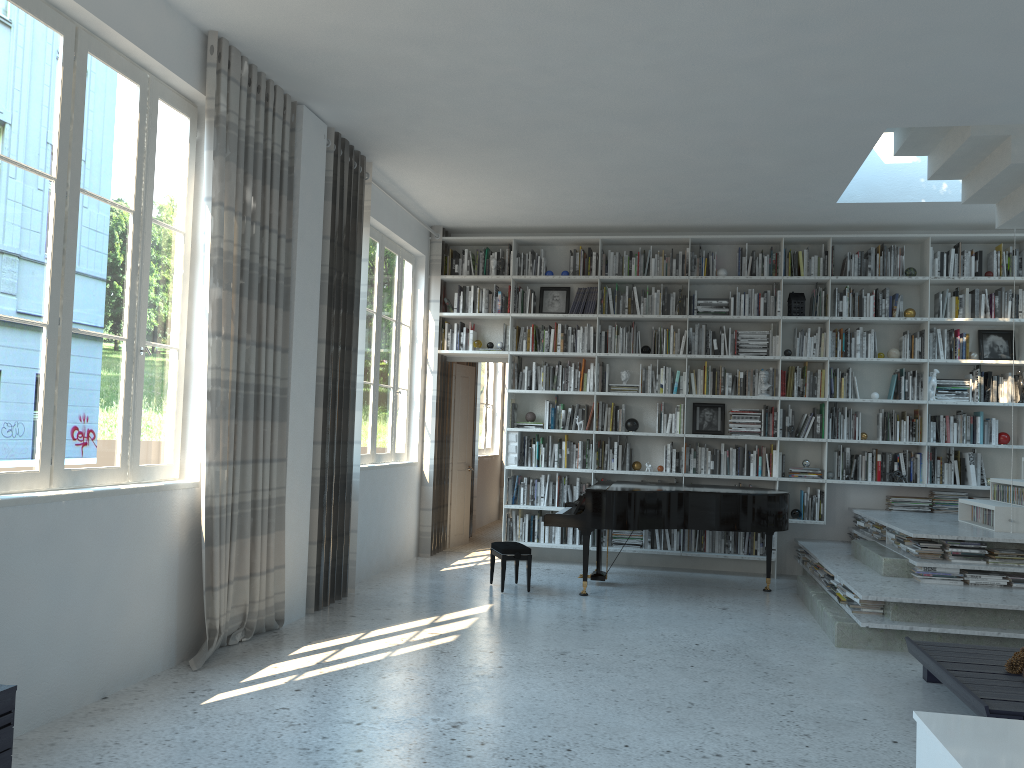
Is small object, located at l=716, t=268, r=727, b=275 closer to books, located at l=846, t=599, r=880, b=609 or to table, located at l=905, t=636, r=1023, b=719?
books, located at l=846, t=599, r=880, b=609

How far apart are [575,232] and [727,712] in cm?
566

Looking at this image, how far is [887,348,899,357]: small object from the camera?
8.0m

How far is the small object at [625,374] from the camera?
8.5m

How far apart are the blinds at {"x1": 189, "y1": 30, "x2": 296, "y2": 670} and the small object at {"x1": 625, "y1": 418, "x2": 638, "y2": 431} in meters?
3.9

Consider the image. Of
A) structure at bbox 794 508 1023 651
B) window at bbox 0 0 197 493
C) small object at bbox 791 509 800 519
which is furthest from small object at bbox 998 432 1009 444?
window at bbox 0 0 197 493

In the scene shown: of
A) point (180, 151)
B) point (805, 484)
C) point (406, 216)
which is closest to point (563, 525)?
point (805, 484)

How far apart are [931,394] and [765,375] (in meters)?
1.43

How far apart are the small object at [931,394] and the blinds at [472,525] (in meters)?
4.85

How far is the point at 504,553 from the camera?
6.8m
